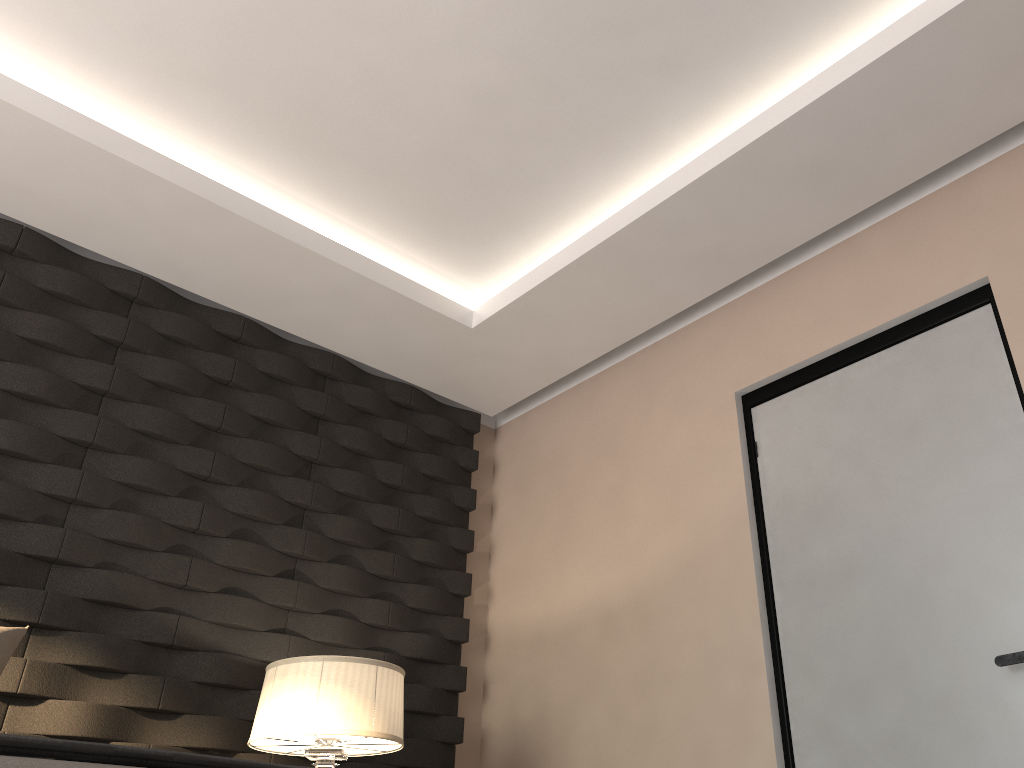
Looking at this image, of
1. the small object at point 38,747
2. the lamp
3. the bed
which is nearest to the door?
the lamp

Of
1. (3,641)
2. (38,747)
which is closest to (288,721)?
(3,641)

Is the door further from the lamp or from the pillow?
the pillow

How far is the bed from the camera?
0.86m

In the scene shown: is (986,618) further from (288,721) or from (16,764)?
(16,764)

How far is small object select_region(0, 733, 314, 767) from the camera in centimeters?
97cm

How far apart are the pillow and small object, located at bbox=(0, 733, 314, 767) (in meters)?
1.43

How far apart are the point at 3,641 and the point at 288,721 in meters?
0.8

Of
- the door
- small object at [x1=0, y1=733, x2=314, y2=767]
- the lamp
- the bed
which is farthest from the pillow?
the door

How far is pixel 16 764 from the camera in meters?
0.9 m
